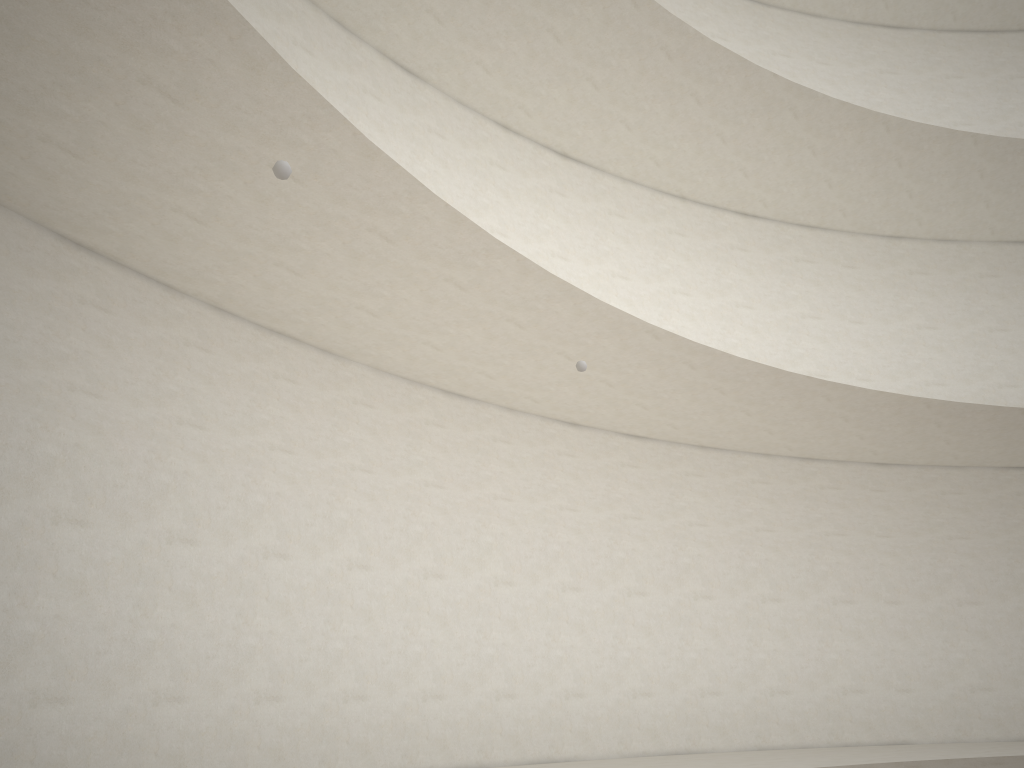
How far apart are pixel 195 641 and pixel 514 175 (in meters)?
7.56
